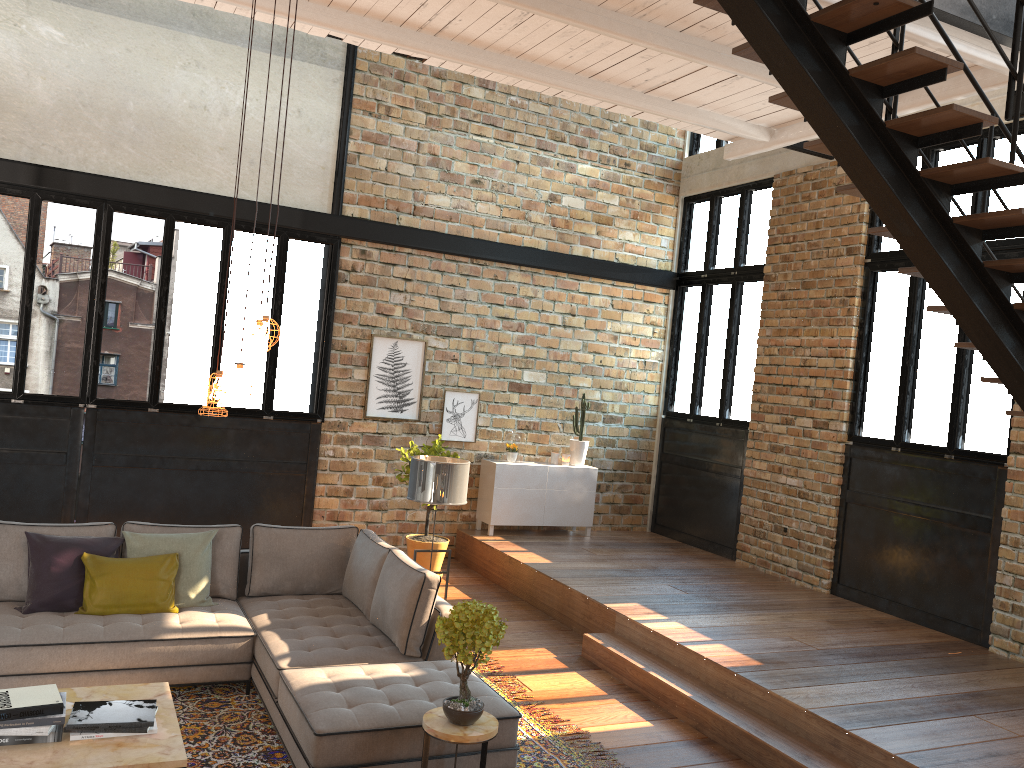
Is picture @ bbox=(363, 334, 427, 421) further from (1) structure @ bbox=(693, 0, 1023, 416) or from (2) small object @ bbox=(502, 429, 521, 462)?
(1) structure @ bbox=(693, 0, 1023, 416)

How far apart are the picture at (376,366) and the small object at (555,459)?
1.7m

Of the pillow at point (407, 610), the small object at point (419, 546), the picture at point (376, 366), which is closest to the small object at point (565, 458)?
the picture at point (376, 366)

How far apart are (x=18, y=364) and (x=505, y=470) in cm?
476

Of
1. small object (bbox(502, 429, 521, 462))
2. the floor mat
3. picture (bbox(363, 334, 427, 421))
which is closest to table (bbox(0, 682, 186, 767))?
the floor mat

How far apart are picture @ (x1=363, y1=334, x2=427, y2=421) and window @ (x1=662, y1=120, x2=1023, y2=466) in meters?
3.2

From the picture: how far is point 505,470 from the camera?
9.56m

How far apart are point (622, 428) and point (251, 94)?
5.5m

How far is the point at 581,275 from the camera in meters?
10.3 m

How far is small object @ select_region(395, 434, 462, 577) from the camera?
8.5 meters
